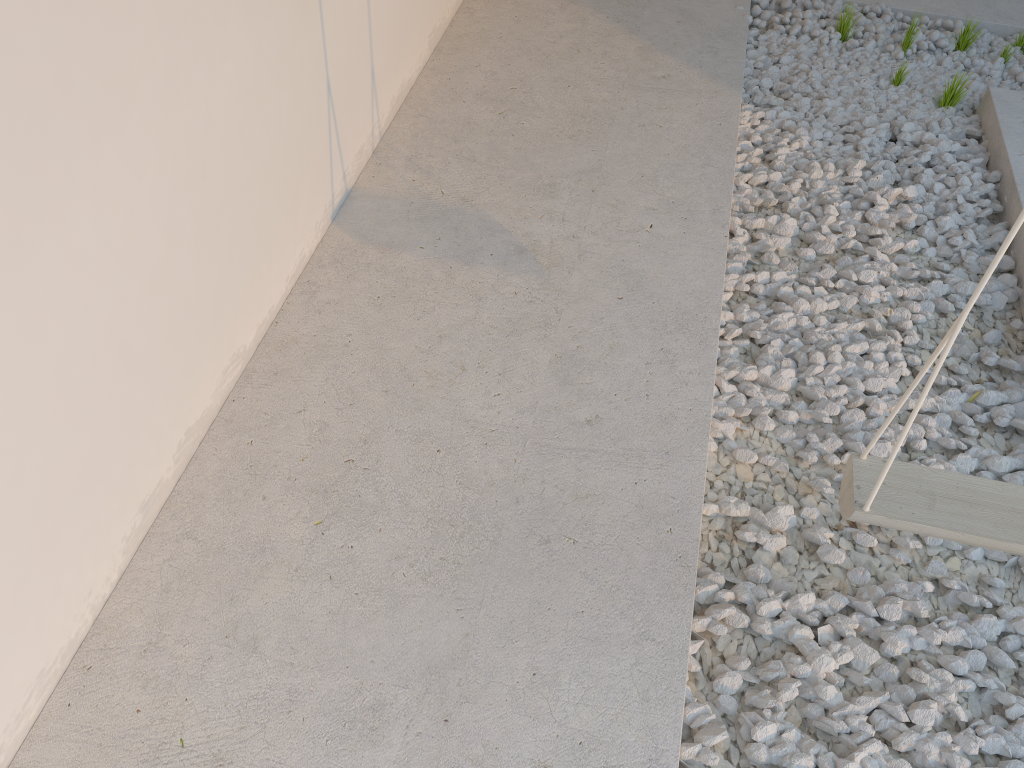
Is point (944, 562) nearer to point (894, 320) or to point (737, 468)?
point (737, 468)

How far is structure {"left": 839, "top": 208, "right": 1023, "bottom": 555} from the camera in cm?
137
